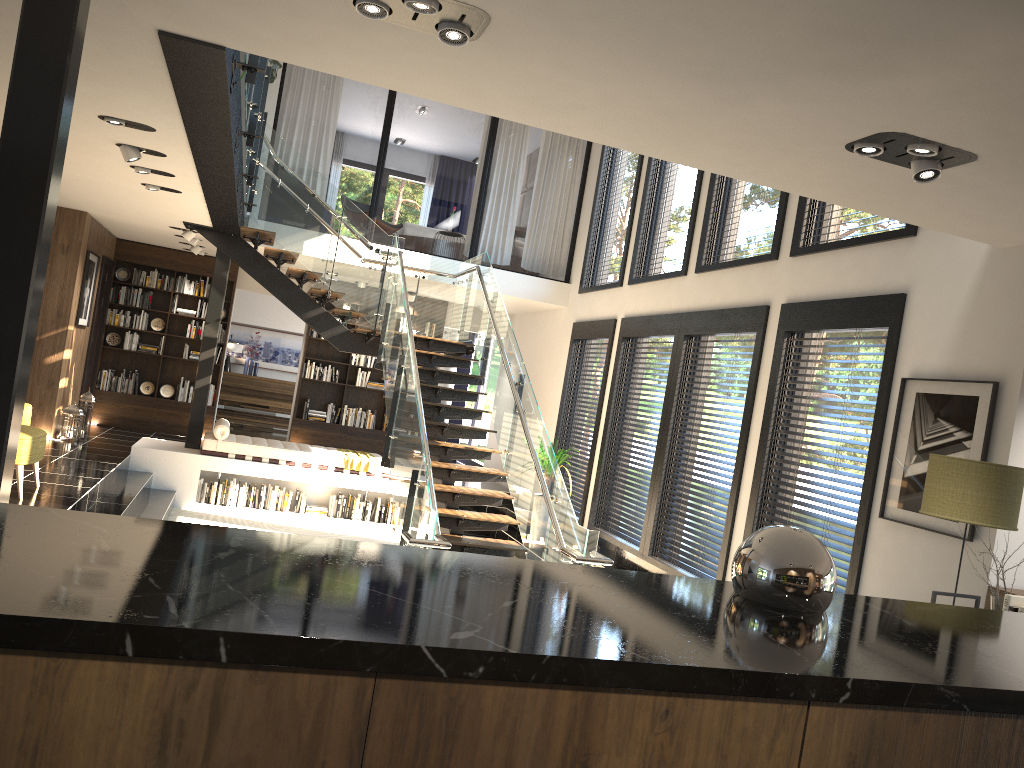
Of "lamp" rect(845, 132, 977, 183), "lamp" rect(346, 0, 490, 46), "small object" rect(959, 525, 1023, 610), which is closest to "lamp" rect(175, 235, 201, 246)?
"lamp" rect(346, 0, 490, 46)

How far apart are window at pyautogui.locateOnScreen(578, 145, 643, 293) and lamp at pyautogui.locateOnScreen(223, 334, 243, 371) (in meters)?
7.71

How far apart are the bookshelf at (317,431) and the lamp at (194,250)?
2.2 meters

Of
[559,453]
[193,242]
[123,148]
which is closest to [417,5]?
[123,148]

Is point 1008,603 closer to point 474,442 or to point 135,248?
point 135,248

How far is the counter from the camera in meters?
1.2 m

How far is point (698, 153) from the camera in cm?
431

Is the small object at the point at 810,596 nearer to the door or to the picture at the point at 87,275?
the picture at the point at 87,275

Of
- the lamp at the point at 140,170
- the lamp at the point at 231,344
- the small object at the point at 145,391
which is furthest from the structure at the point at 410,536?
the lamp at the point at 231,344

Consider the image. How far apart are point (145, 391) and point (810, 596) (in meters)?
12.63
